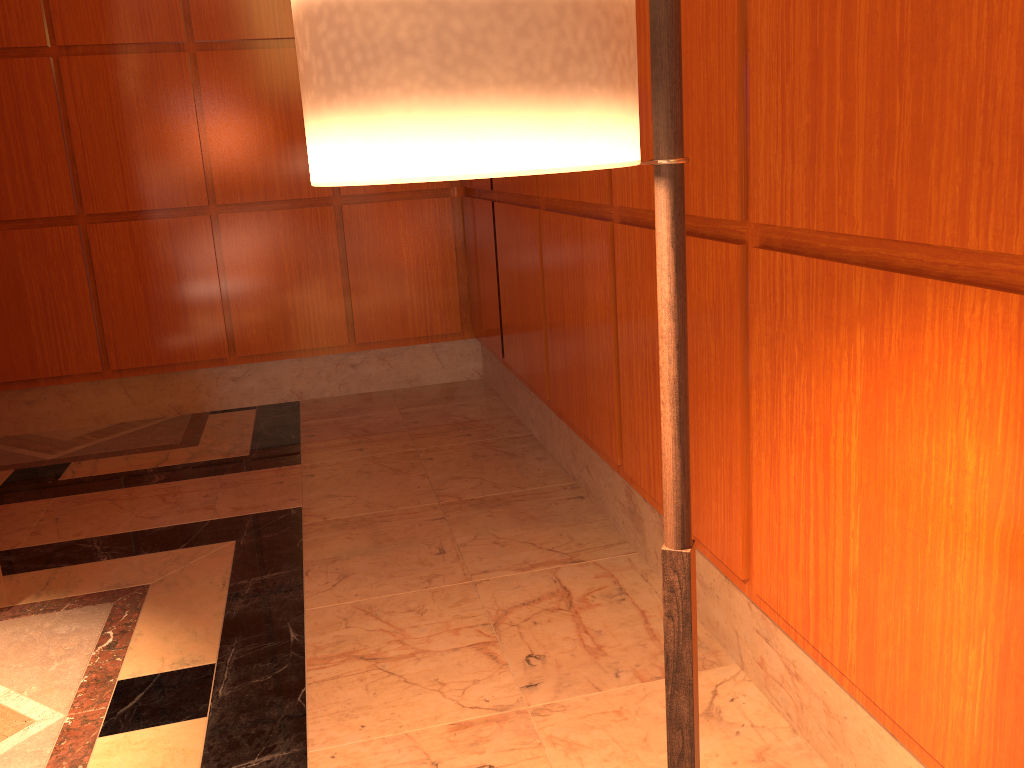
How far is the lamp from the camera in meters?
0.6

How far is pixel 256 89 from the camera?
4.4m

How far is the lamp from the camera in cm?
65

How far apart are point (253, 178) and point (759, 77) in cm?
341

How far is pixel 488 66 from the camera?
0.6m
